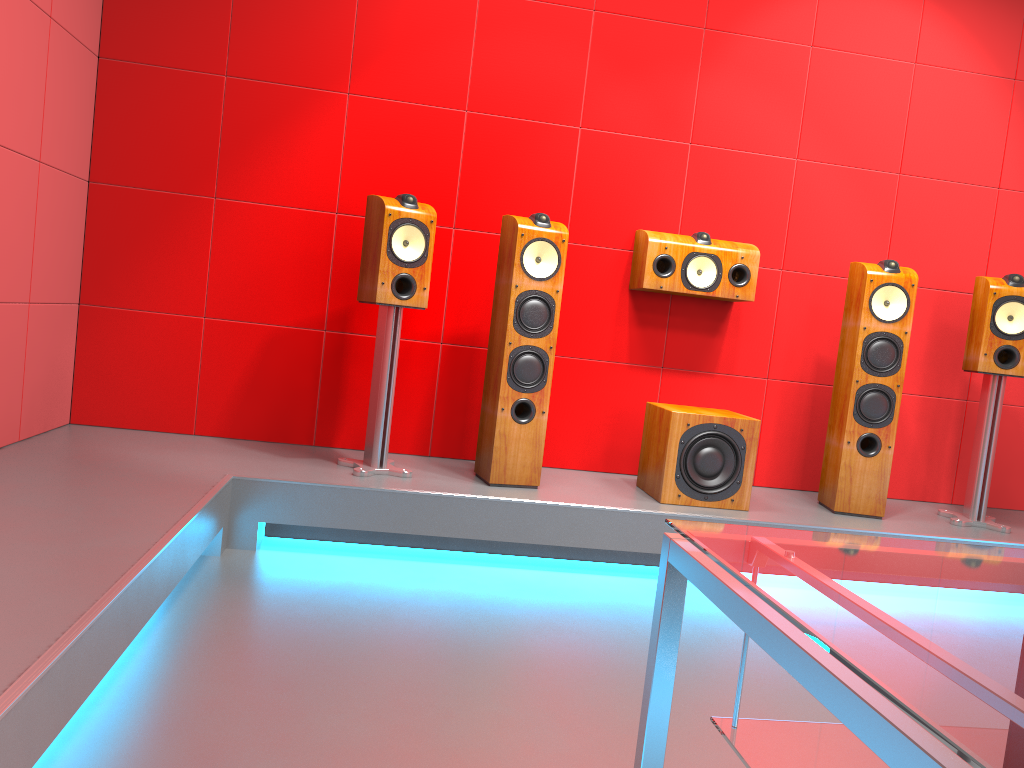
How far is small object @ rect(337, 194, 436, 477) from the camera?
3.2m

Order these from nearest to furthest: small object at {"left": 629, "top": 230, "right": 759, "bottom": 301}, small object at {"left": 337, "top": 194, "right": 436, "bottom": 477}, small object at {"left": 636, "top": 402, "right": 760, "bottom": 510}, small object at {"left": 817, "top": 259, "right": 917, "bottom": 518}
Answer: small object at {"left": 337, "top": 194, "right": 436, "bottom": 477} < small object at {"left": 636, "top": 402, "right": 760, "bottom": 510} < small object at {"left": 817, "top": 259, "right": 917, "bottom": 518} < small object at {"left": 629, "top": 230, "right": 759, "bottom": 301}

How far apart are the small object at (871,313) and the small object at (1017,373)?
0.3m

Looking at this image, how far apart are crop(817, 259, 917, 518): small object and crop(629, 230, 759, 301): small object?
0.4m

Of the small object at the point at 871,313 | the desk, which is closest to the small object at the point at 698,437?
the small object at the point at 871,313

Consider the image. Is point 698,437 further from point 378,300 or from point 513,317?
point 378,300

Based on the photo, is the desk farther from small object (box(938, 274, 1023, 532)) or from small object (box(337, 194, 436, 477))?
small object (box(938, 274, 1023, 532))

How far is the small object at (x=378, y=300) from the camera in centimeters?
324cm

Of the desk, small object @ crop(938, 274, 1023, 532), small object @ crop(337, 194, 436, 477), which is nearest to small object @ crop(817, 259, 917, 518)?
small object @ crop(938, 274, 1023, 532)

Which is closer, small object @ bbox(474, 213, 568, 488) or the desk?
the desk
